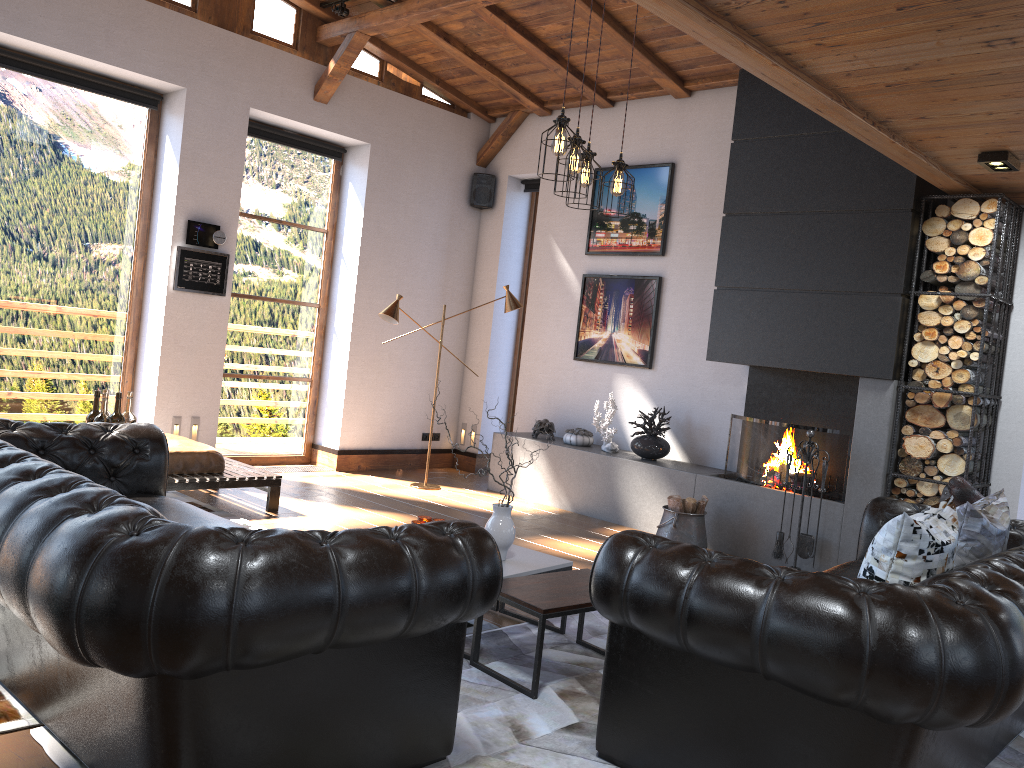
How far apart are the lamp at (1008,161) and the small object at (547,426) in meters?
4.2 m

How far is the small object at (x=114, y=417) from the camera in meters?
4.5 m

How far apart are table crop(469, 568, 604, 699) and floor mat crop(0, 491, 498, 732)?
0.4m

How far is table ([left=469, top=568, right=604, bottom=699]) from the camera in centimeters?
344cm

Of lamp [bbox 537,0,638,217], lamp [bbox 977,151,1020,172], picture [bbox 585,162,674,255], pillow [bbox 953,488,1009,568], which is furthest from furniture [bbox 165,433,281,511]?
lamp [bbox 977,151,1020,172]

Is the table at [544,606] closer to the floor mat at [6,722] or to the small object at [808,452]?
the floor mat at [6,722]

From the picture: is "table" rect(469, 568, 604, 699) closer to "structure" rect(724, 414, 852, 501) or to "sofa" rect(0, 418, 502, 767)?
"sofa" rect(0, 418, 502, 767)

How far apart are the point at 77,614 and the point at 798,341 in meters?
5.2 m

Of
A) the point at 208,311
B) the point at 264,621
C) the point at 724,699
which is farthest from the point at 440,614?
the point at 208,311

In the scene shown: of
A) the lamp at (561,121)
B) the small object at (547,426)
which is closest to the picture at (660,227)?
the small object at (547,426)
